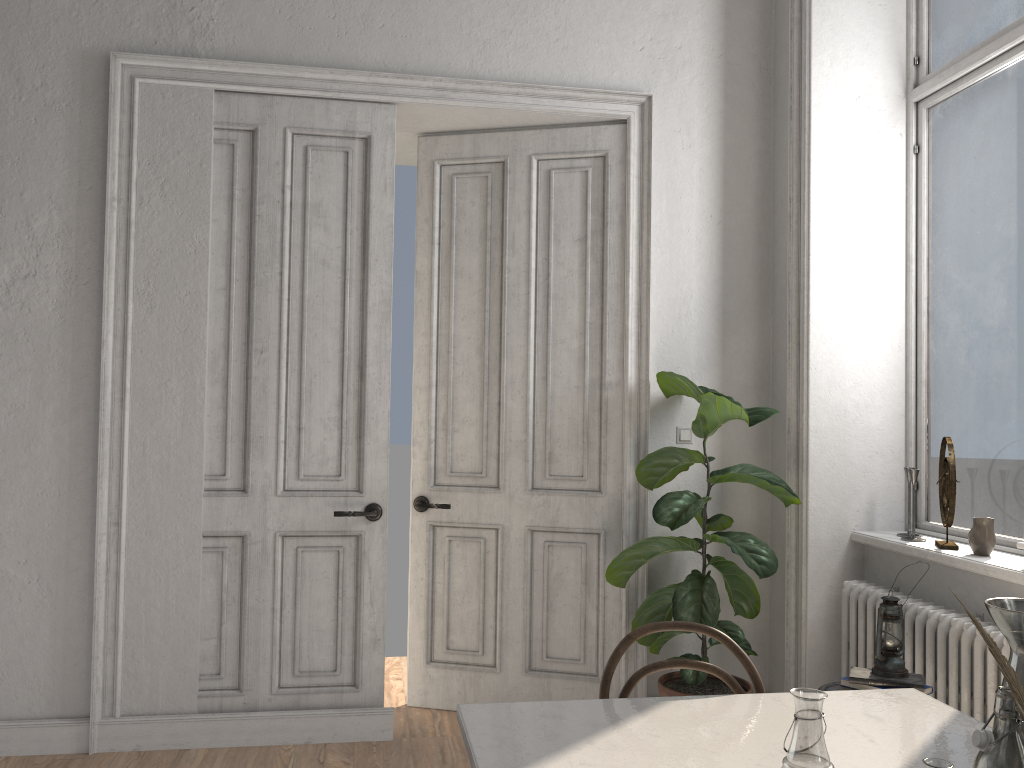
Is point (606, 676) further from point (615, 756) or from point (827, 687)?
point (827, 687)

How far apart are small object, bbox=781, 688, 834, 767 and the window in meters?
2.4 m

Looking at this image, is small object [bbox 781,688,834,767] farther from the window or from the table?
the window

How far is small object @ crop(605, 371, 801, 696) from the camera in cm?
355

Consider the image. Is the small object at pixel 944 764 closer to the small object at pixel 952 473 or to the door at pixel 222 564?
the small object at pixel 952 473

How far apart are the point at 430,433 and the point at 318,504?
0.7 meters

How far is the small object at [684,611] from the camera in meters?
3.5 m

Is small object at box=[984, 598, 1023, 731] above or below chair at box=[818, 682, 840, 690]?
above

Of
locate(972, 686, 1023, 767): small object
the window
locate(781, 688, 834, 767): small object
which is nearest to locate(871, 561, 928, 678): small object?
the window

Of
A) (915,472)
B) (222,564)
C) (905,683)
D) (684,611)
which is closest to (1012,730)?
(905,683)
